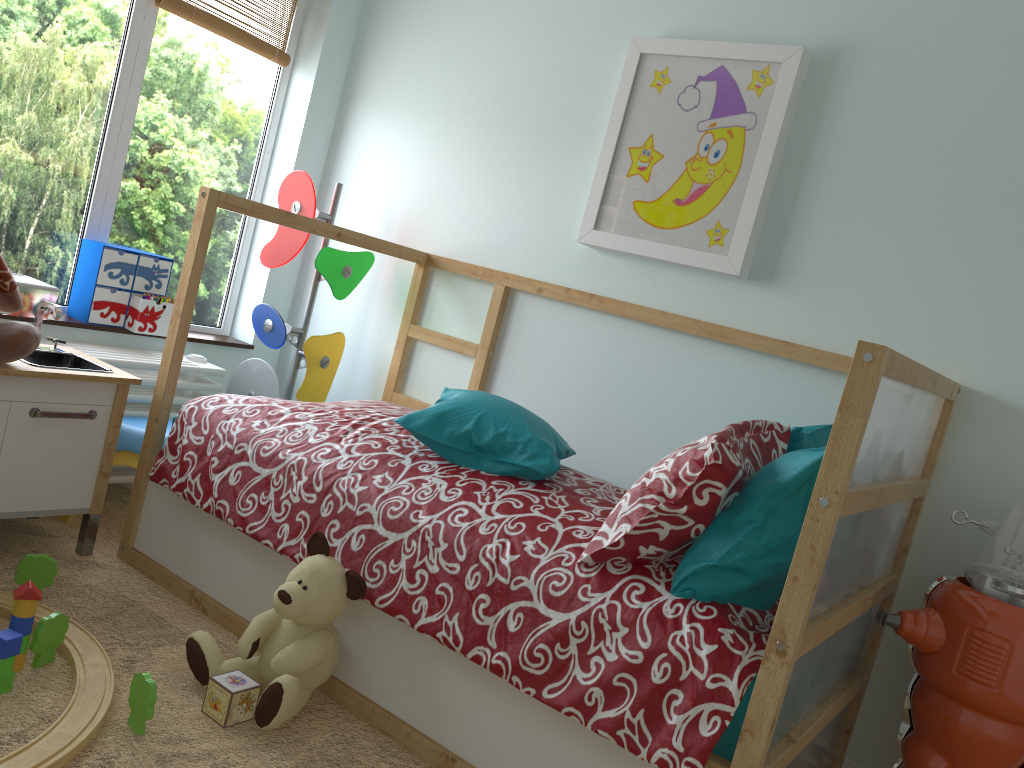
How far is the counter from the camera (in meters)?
2.01

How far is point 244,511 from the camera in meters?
2.0

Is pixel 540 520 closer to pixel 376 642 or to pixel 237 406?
pixel 376 642

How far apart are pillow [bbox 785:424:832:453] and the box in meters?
2.0 m

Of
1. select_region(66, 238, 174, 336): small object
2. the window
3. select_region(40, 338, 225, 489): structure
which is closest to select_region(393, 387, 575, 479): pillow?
select_region(40, 338, 225, 489): structure

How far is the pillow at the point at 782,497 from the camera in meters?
1.5

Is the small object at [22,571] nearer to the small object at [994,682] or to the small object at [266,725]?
the small object at [266,725]

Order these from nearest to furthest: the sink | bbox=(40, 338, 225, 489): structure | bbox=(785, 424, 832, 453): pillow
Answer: bbox=(785, 424, 832, 453): pillow
the sink
bbox=(40, 338, 225, 489): structure

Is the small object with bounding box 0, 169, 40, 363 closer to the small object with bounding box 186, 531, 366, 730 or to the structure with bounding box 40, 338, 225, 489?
the structure with bounding box 40, 338, 225, 489

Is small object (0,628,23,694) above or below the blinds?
below
